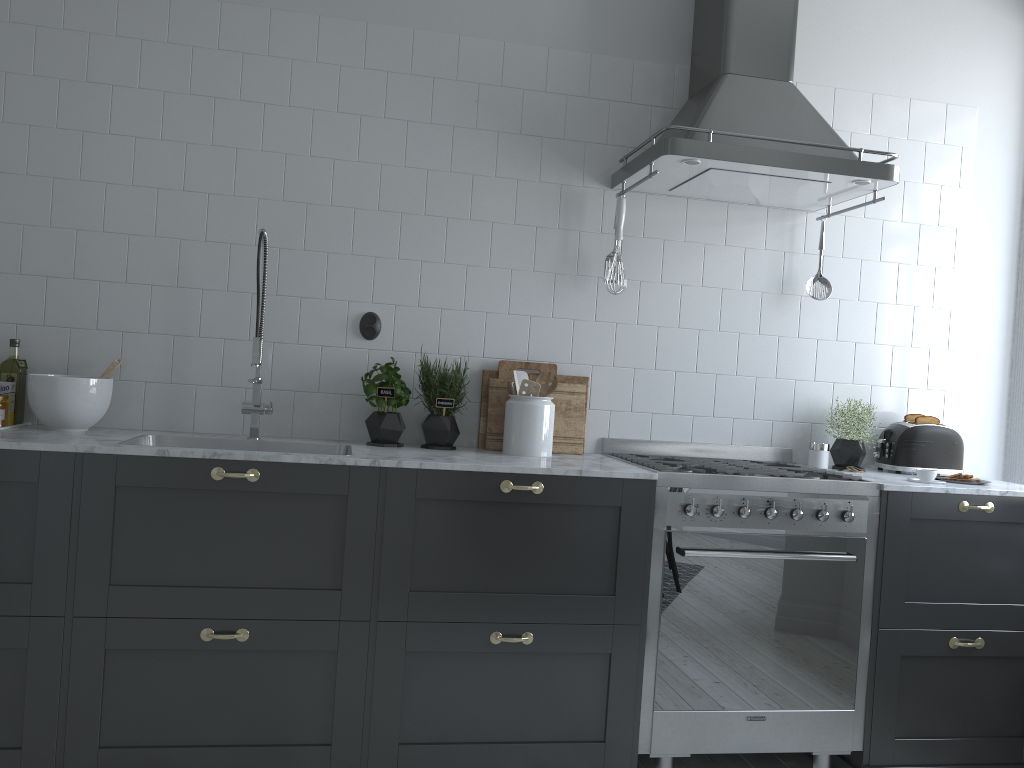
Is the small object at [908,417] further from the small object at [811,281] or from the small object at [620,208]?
the small object at [620,208]

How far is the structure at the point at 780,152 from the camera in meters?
2.9 m

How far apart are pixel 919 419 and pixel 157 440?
2.8m

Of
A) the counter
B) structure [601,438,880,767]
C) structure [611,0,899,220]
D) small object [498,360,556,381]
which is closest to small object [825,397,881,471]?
the counter

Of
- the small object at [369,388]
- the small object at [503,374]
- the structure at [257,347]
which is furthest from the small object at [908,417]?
the structure at [257,347]

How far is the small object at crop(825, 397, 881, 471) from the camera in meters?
3.4 m

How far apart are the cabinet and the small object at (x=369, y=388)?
0.44m

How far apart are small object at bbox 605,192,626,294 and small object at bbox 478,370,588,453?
0.5 meters

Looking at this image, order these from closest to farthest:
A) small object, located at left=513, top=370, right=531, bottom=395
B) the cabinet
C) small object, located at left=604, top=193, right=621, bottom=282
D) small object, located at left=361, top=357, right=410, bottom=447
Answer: the cabinet
small object, located at left=361, top=357, right=410, bottom=447
small object, located at left=513, top=370, right=531, bottom=395
small object, located at left=604, top=193, right=621, bottom=282

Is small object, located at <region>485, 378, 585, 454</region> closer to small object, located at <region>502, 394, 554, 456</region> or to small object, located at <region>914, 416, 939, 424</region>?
small object, located at <region>502, 394, 554, 456</region>
